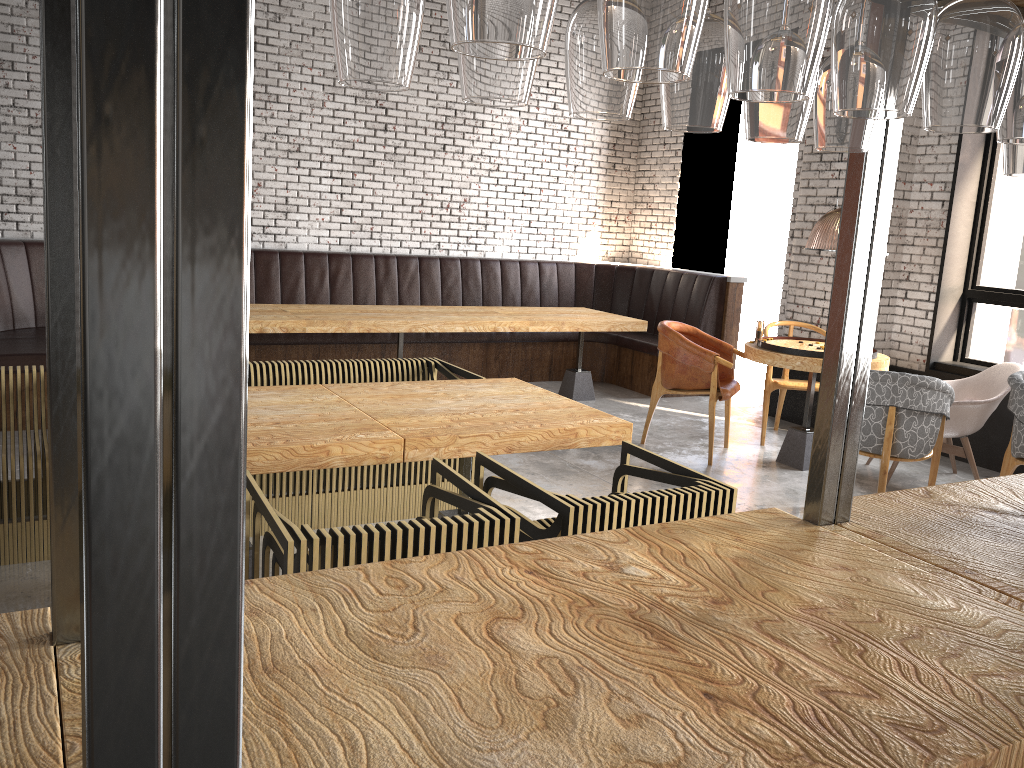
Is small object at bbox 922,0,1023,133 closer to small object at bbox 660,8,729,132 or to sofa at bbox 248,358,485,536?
small object at bbox 660,8,729,132

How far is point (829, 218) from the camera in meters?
10.1 m

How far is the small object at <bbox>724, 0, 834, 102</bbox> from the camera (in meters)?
0.79

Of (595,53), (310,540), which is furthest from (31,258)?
(595,53)

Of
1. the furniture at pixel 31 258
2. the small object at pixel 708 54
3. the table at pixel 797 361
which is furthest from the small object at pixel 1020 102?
the furniture at pixel 31 258

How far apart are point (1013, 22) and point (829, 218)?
9.8 meters

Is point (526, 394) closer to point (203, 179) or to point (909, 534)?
point (909, 534)

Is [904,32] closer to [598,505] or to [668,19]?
[668,19]

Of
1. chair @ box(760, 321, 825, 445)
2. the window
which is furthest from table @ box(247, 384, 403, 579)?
the window

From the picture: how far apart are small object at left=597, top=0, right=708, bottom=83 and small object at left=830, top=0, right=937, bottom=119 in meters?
0.2 m
